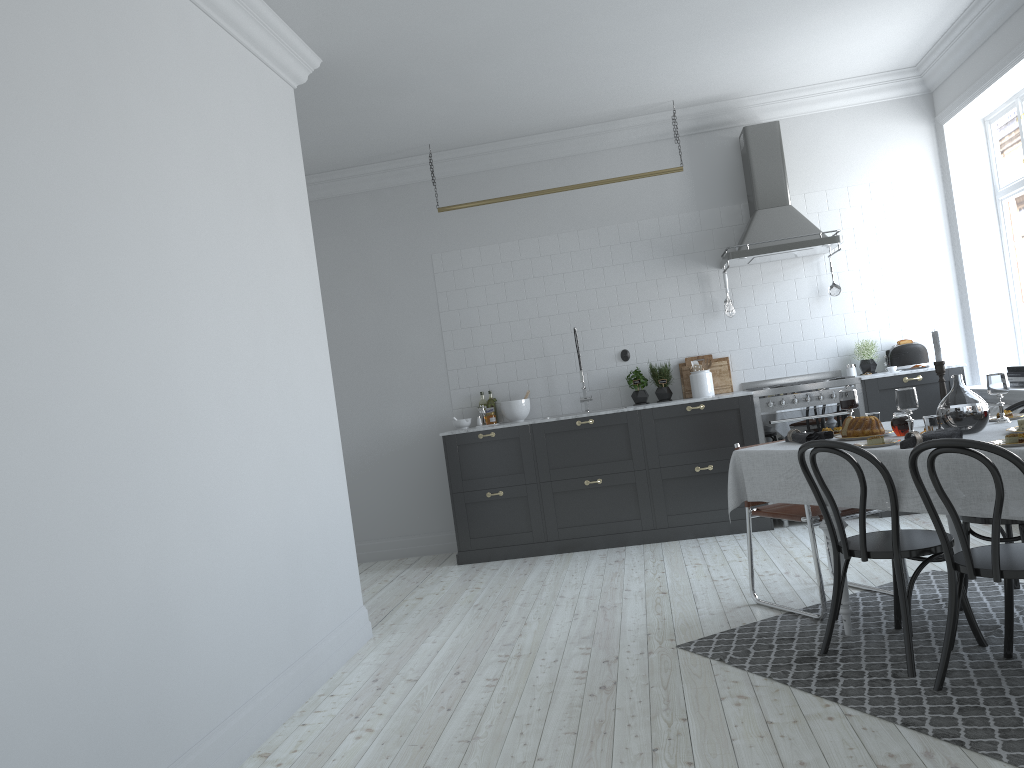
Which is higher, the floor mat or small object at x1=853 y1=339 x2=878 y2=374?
small object at x1=853 y1=339 x2=878 y2=374

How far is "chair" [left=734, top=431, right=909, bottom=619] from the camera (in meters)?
4.14

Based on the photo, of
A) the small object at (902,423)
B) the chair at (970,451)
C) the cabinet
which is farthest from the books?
the chair at (970,451)

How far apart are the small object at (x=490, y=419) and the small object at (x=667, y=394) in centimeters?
134cm

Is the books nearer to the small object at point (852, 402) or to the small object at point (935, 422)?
the small object at point (852, 402)

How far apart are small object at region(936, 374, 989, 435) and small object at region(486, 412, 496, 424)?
4.1m

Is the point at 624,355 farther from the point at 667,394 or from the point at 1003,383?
the point at 1003,383

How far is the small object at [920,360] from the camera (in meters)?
6.77

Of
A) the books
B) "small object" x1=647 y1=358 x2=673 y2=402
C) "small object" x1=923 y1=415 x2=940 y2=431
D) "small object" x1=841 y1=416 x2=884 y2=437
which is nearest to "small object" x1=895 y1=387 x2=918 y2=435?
"small object" x1=923 y1=415 x2=940 y2=431

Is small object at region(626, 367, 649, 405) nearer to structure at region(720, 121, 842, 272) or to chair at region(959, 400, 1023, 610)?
structure at region(720, 121, 842, 272)
